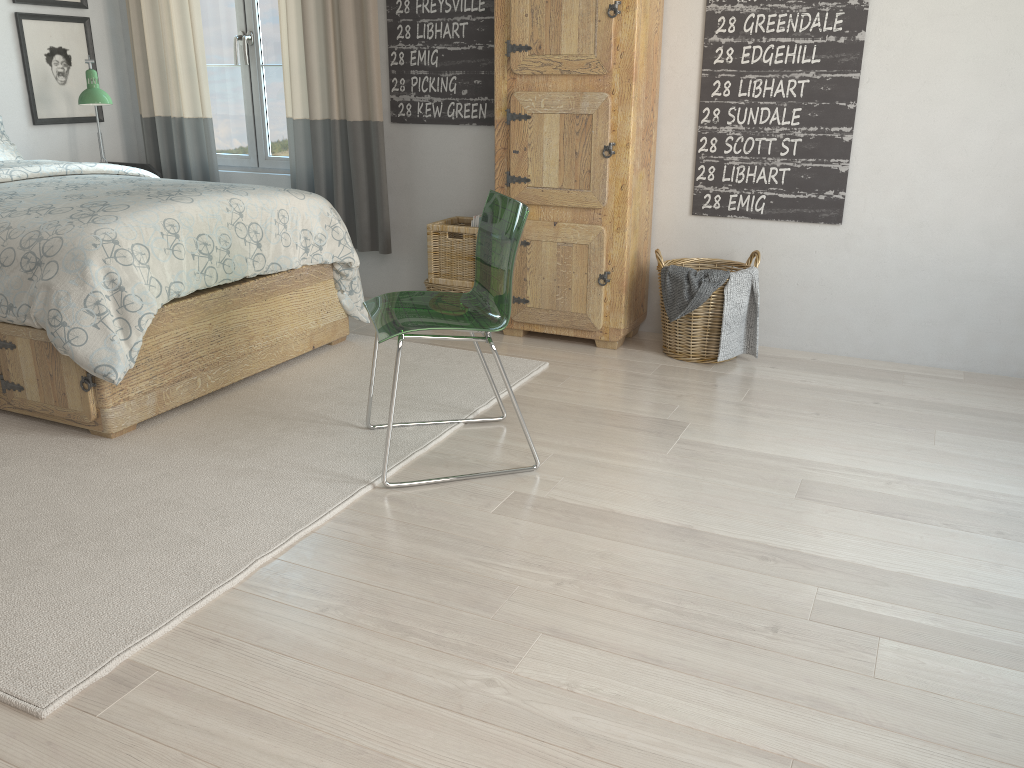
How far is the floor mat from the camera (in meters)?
1.83

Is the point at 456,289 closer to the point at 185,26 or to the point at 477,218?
the point at 477,218

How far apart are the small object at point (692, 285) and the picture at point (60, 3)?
3.33m

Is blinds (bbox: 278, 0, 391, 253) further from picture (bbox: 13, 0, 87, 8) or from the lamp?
picture (bbox: 13, 0, 87, 8)

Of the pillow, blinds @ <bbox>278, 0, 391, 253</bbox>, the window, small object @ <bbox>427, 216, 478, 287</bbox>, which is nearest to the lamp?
the pillow

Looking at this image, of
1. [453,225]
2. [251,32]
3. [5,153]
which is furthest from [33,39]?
[453,225]

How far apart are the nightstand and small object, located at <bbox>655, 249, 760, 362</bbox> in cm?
280

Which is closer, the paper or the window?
the paper

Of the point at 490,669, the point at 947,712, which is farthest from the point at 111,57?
the point at 947,712

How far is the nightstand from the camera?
4.7m
